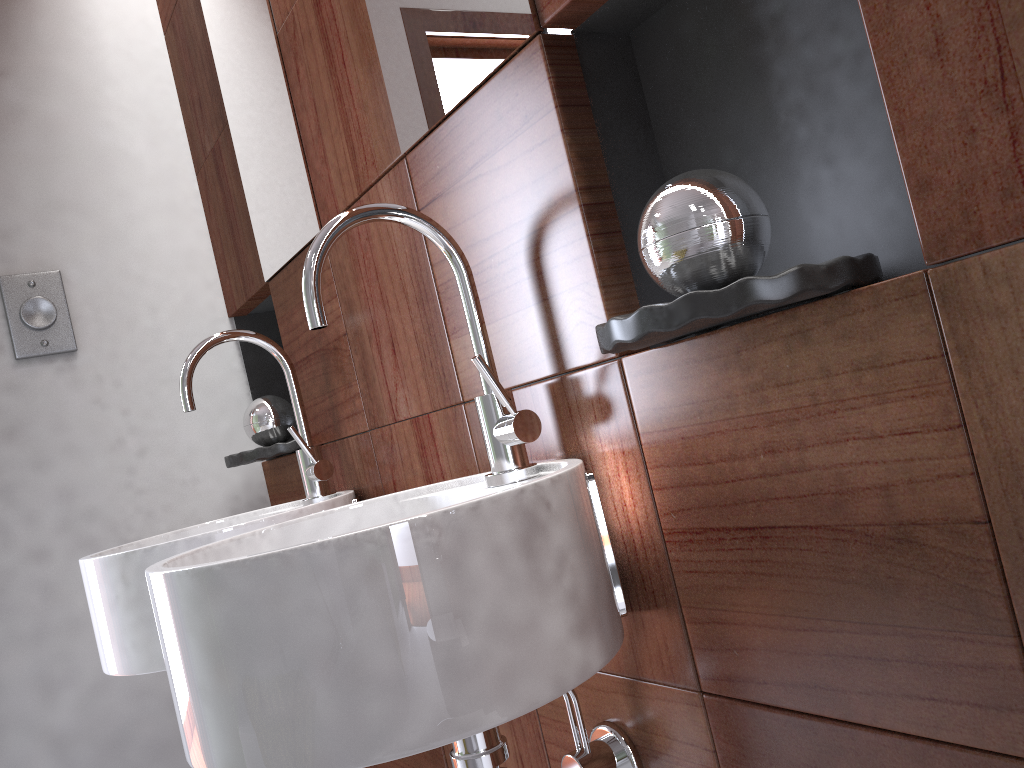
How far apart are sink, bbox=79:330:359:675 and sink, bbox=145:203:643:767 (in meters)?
0.23

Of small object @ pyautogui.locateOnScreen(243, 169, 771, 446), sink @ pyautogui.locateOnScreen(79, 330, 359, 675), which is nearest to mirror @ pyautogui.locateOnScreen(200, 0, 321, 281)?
sink @ pyautogui.locateOnScreen(79, 330, 359, 675)

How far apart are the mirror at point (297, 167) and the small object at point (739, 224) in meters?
0.3

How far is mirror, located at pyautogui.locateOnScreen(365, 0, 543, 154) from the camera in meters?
0.9

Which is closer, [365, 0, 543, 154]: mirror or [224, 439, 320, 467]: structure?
[365, 0, 543, 154]: mirror

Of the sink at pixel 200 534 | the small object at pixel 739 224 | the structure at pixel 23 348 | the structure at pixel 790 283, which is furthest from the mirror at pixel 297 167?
the structure at pixel 790 283

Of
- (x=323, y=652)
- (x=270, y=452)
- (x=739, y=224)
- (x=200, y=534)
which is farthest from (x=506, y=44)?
(x=270, y=452)

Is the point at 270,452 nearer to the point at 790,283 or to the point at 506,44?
the point at 506,44

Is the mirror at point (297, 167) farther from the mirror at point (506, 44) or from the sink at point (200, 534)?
the mirror at point (506, 44)

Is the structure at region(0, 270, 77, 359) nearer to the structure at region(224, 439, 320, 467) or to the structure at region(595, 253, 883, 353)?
the structure at region(224, 439, 320, 467)
